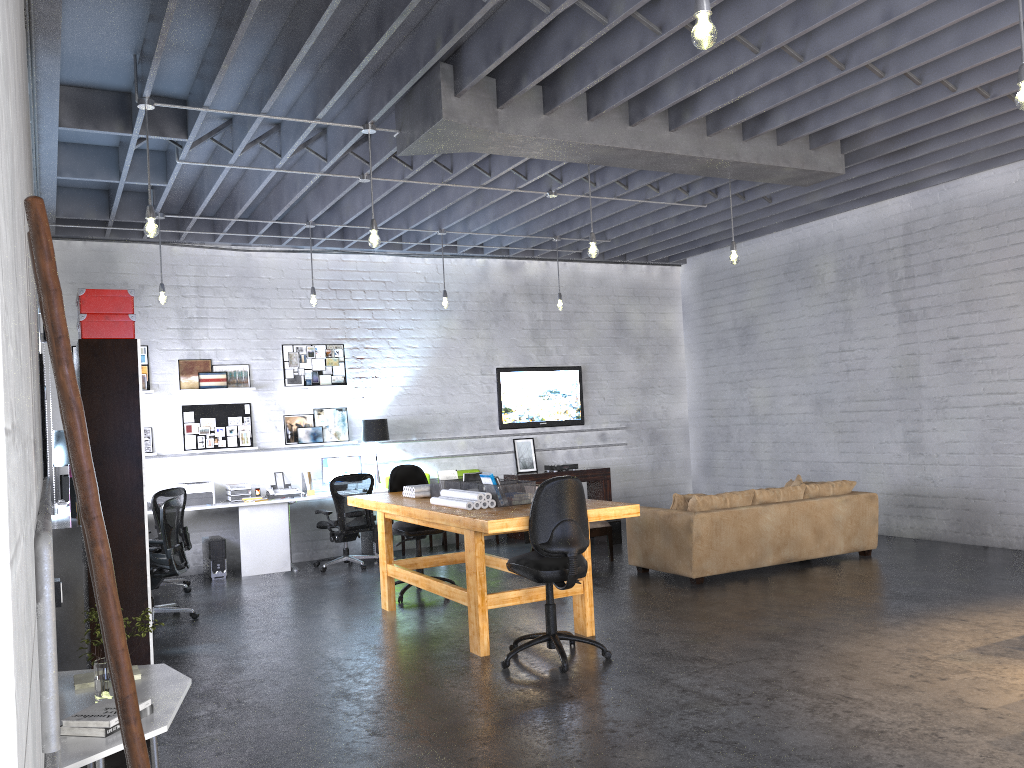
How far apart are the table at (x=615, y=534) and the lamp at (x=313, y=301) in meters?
4.2

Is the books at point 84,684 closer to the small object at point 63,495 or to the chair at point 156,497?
the chair at point 156,497

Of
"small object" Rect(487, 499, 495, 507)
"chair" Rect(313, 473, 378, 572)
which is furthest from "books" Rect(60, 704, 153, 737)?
"chair" Rect(313, 473, 378, 572)

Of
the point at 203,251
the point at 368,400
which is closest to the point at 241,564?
the point at 368,400

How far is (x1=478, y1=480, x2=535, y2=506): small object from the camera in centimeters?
611cm

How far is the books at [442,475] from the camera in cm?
720

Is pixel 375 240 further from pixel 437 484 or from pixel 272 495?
pixel 272 495

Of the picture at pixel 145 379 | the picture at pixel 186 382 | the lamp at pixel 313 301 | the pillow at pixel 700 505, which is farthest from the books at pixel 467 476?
the picture at pixel 145 379

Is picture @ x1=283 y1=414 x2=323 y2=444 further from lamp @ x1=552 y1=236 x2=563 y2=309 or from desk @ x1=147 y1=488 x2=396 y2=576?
lamp @ x1=552 y1=236 x2=563 y2=309

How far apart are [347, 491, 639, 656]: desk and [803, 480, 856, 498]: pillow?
3.22m
